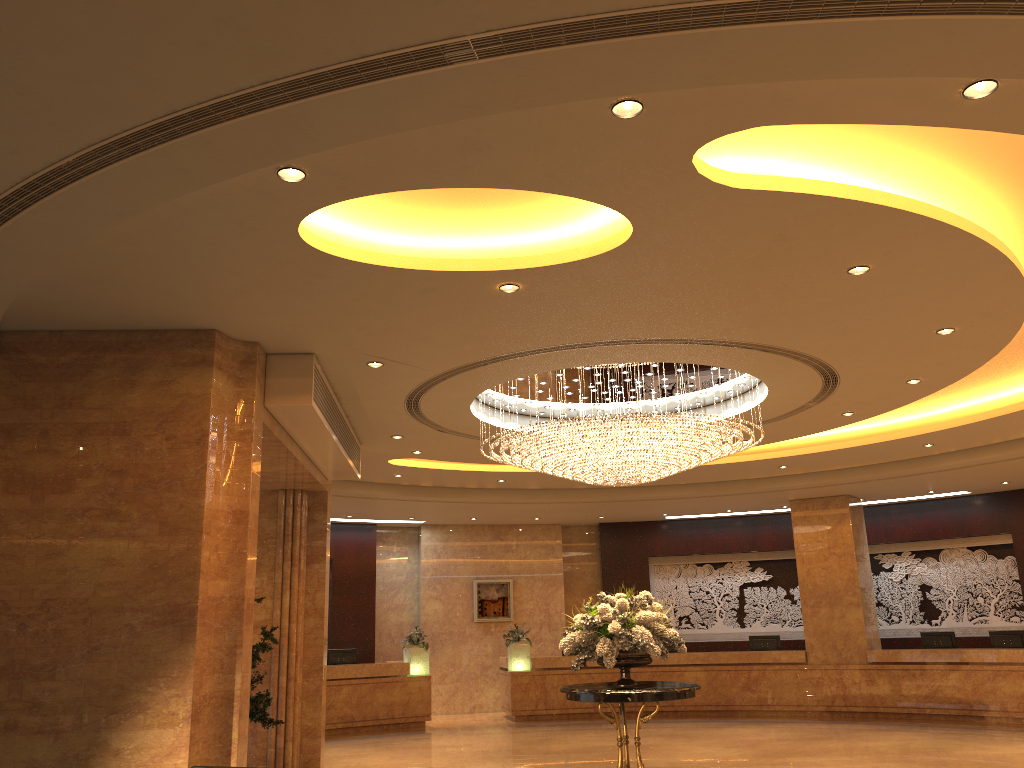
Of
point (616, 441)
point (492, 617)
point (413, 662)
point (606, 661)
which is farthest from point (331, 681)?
point (616, 441)

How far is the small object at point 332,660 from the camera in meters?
16.4 m

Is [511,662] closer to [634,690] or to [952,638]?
[952,638]

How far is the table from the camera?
8.8m

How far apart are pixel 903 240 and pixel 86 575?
6.45m

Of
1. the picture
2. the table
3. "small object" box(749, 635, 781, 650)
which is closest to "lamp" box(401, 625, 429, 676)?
the picture

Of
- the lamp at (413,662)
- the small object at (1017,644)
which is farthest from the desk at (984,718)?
the lamp at (413,662)

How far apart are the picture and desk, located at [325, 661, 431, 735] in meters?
2.8

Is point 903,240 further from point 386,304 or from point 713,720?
point 713,720

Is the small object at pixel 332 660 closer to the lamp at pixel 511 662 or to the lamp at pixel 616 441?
the lamp at pixel 511 662
